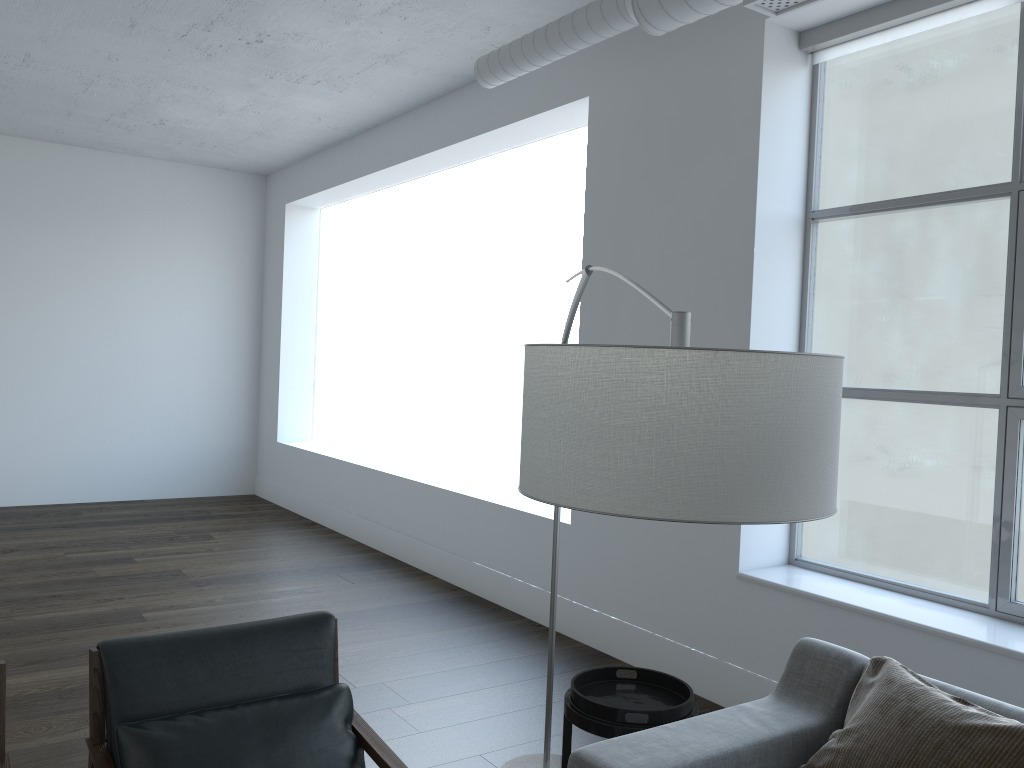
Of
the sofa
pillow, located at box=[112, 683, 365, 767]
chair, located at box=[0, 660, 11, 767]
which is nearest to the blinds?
the sofa

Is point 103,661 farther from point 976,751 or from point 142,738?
point 976,751

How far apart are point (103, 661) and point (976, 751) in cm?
205

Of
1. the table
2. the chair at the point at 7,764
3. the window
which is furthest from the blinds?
the chair at the point at 7,764

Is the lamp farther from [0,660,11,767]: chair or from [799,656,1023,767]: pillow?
[0,660,11,767]: chair

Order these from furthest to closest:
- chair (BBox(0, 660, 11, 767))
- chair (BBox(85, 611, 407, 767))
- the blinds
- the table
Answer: the blinds → the table → chair (BBox(85, 611, 407, 767)) → chair (BBox(0, 660, 11, 767))

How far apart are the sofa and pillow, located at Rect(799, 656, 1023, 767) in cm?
6

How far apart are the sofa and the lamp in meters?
0.9

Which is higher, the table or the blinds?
the blinds

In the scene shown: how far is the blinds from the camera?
3.3m
